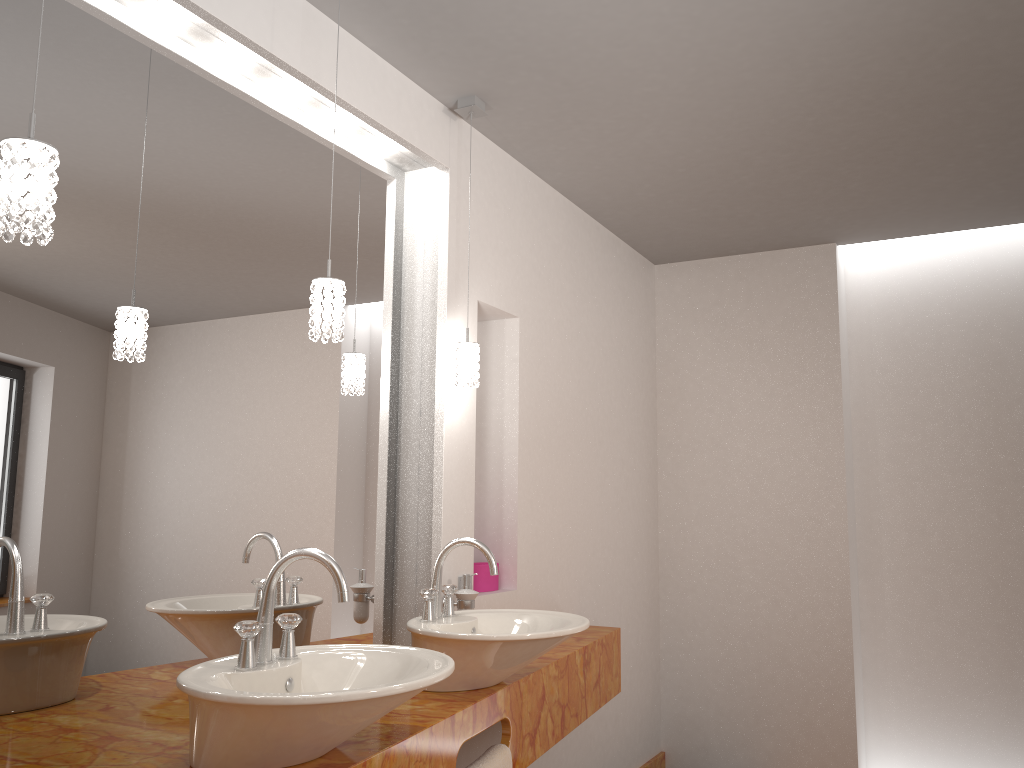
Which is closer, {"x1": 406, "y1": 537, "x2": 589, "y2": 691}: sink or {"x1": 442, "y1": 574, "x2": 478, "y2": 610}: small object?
{"x1": 406, "y1": 537, "x2": 589, "y2": 691}: sink

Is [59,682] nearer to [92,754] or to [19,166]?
[92,754]

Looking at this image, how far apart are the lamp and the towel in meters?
1.0

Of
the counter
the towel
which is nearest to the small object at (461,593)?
the counter

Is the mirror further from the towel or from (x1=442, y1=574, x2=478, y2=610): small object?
the towel

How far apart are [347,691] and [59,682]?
0.7m

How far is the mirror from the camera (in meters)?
1.67

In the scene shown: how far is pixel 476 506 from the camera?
3.2 meters

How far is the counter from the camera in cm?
158

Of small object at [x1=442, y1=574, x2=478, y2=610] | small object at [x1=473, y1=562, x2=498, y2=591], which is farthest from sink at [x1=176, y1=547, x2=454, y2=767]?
small object at [x1=473, y1=562, x2=498, y2=591]
